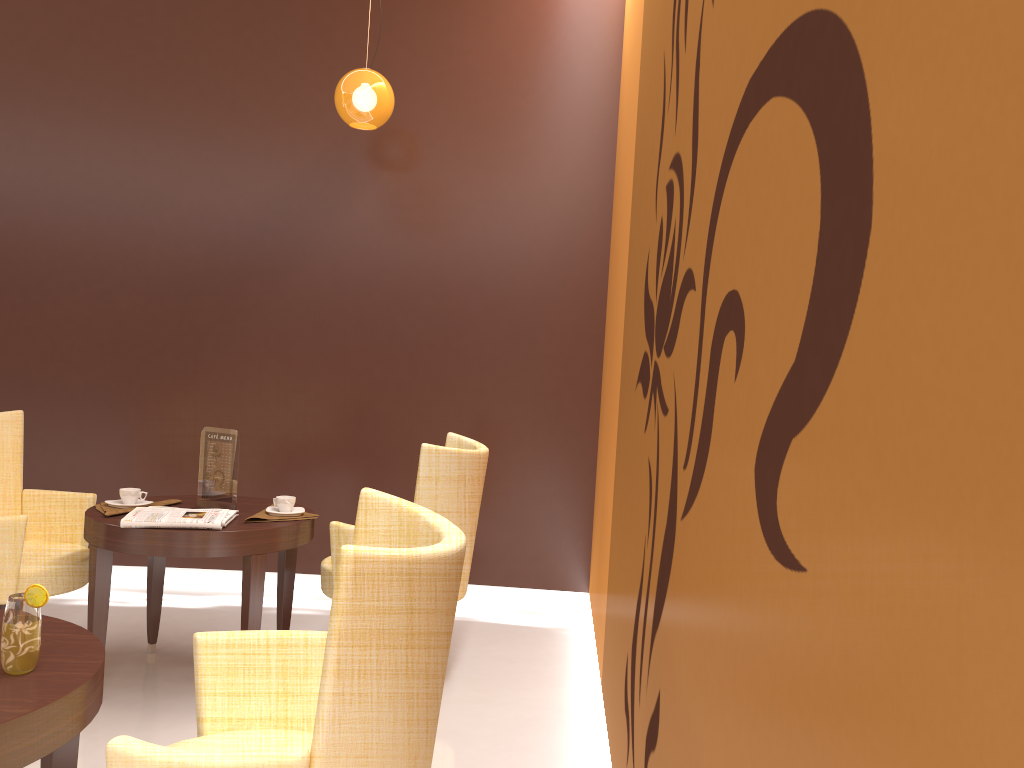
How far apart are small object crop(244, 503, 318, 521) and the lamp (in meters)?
2.00

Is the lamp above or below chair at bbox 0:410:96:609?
above

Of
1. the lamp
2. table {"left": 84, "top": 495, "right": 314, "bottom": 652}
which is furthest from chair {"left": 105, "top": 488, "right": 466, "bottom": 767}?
the lamp

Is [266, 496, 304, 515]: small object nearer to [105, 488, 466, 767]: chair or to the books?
the books

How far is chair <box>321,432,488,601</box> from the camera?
3.44m

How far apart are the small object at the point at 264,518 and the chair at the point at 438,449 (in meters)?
0.15

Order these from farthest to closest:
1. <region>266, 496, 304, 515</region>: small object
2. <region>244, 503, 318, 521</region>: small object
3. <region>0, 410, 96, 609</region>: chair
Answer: <region>266, 496, 304, 515</region>: small object < <region>244, 503, 318, 521</region>: small object < <region>0, 410, 96, 609</region>: chair

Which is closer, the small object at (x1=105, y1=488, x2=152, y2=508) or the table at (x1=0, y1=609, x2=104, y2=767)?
the table at (x1=0, y1=609, x2=104, y2=767)

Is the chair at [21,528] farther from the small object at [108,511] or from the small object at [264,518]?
the small object at [264,518]

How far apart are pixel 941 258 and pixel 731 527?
0.7 meters
